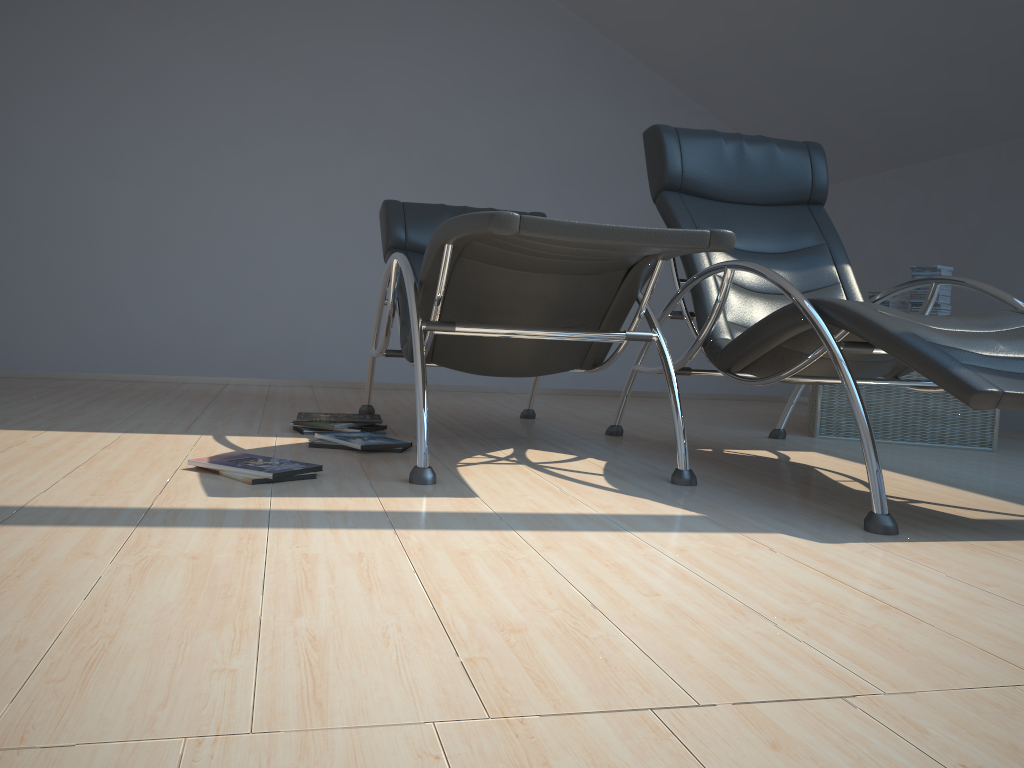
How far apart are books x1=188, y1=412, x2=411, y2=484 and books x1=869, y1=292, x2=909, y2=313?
2.44m

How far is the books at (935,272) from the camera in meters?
4.0 m

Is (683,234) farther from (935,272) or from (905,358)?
(935,272)

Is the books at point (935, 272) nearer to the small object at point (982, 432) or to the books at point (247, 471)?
the small object at point (982, 432)

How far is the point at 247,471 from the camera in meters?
2.3

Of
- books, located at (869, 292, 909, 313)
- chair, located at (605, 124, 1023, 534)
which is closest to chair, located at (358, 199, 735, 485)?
chair, located at (605, 124, 1023, 534)

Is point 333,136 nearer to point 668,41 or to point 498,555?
point 668,41

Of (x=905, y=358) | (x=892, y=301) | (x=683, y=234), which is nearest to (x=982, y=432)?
(x=892, y=301)

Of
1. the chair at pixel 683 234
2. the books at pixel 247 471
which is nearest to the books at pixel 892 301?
the chair at pixel 683 234

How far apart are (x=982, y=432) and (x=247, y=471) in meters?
3.1
